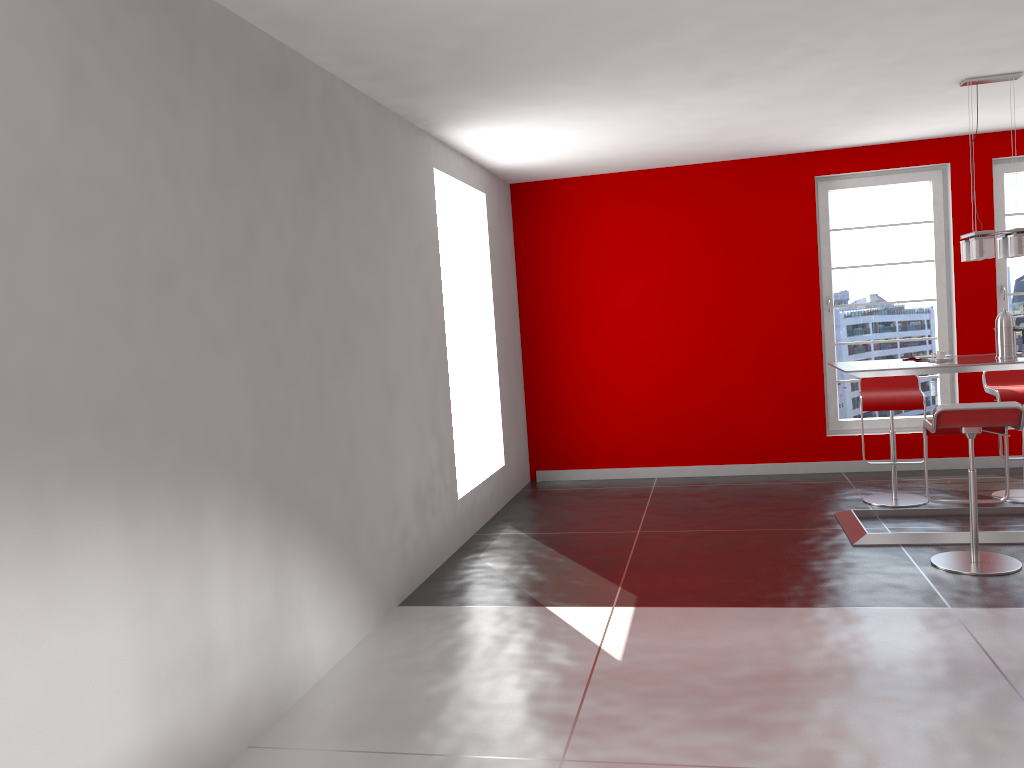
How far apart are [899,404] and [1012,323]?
1.0m

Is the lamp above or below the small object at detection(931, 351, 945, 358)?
above

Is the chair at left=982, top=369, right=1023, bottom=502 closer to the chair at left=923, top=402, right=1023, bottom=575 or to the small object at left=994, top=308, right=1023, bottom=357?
the small object at left=994, top=308, right=1023, bottom=357

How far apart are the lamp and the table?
0.6 meters

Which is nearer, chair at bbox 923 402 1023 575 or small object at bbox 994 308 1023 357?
chair at bbox 923 402 1023 575

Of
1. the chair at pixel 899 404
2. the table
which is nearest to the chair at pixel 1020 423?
the table

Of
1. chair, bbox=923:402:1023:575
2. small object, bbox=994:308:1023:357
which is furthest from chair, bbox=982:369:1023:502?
chair, bbox=923:402:1023:575

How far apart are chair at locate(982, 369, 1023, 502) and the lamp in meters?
1.0 m

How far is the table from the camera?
4.86m

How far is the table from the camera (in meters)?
4.86
